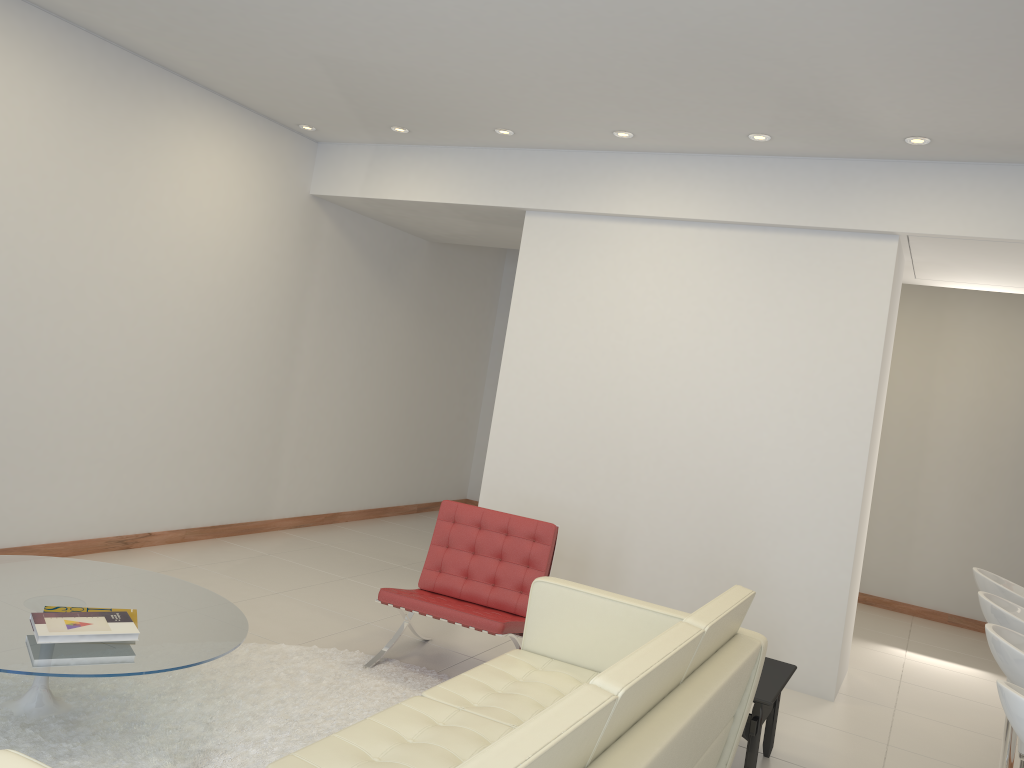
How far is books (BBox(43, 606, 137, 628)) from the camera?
3.4 meters

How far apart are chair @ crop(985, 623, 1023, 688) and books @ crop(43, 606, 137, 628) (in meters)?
3.05

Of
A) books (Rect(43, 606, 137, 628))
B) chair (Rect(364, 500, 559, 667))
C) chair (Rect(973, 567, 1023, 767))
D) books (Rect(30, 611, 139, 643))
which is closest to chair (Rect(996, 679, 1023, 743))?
chair (Rect(973, 567, 1023, 767))

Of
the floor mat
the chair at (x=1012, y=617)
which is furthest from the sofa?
the chair at (x=1012, y=617)

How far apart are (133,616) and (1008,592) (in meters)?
3.77

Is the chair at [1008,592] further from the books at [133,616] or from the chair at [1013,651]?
the books at [133,616]

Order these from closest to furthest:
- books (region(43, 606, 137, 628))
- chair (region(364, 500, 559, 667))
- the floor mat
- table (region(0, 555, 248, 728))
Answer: table (region(0, 555, 248, 728)) < the floor mat < books (region(43, 606, 137, 628)) < chair (region(364, 500, 559, 667))

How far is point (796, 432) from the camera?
5.4m

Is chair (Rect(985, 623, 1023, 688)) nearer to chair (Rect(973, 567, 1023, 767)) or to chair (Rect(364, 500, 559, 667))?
chair (Rect(973, 567, 1023, 767))

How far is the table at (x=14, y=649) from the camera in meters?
3.0 m
